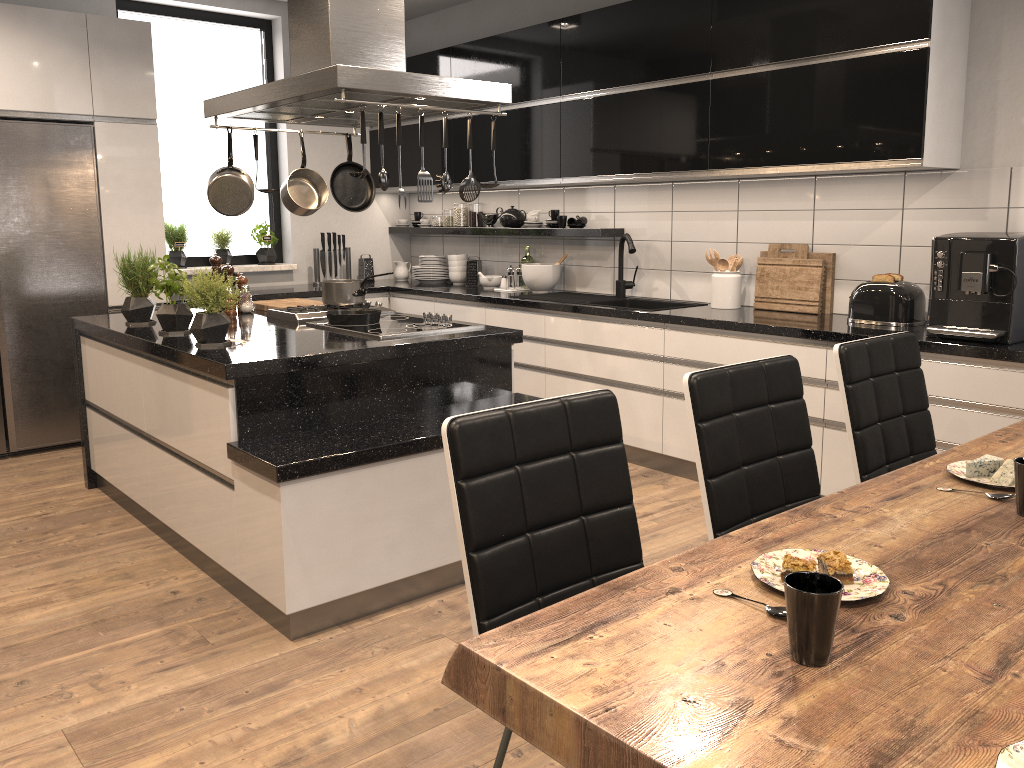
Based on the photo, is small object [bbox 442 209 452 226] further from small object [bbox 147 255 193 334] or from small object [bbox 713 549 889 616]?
small object [bbox 713 549 889 616]

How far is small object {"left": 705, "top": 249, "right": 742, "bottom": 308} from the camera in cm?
446

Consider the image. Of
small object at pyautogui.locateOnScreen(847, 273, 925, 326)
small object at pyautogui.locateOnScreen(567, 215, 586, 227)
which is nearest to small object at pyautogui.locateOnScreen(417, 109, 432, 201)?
small object at pyautogui.locateOnScreen(847, 273, 925, 326)

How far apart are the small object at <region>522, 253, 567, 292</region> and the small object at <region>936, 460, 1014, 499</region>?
3.8m

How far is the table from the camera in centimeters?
89cm

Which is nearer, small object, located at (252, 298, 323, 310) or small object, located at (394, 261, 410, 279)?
small object, located at (252, 298, 323, 310)

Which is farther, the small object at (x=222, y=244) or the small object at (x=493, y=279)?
the small object at (x=222, y=244)

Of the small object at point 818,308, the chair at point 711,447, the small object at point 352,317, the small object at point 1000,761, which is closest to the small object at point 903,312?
the small object at point 818,308

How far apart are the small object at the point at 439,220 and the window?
1.12m

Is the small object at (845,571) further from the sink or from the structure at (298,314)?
the sink
